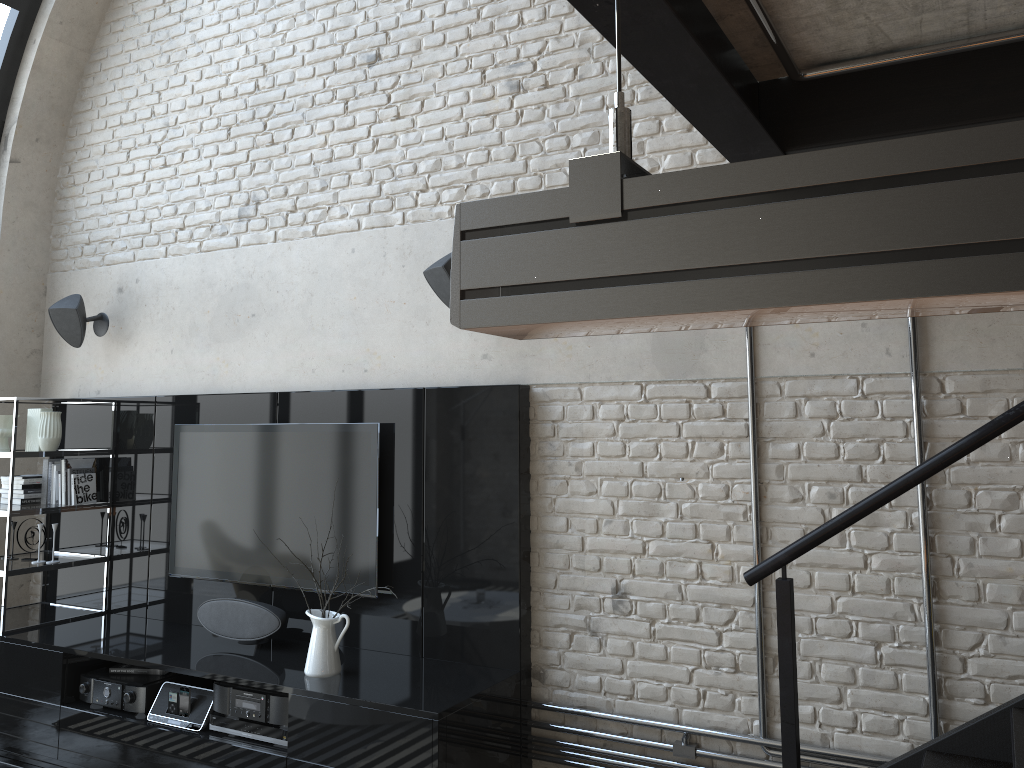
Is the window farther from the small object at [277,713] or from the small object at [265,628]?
the small object at [277,713]

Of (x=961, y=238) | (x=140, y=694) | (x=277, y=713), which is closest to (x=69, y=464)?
(x=140, y=694)

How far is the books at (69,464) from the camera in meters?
4.8

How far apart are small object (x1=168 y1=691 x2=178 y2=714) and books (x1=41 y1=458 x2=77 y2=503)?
1.66m

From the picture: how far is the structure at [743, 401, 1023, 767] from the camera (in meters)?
2.22

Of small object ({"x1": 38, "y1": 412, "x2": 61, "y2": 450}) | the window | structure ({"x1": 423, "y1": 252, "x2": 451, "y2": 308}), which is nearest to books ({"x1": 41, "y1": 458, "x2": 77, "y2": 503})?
small object ({"x1": 38, "y1": 412, "x2": 61, "y2": 450})

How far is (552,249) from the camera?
0.77m

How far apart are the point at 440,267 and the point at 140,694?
2.3m

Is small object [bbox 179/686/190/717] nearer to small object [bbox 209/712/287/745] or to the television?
small object [bbox 209/712/287/745]

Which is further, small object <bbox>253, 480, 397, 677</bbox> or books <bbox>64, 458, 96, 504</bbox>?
books <bbox>64, 458, 96, 504</bbox>
